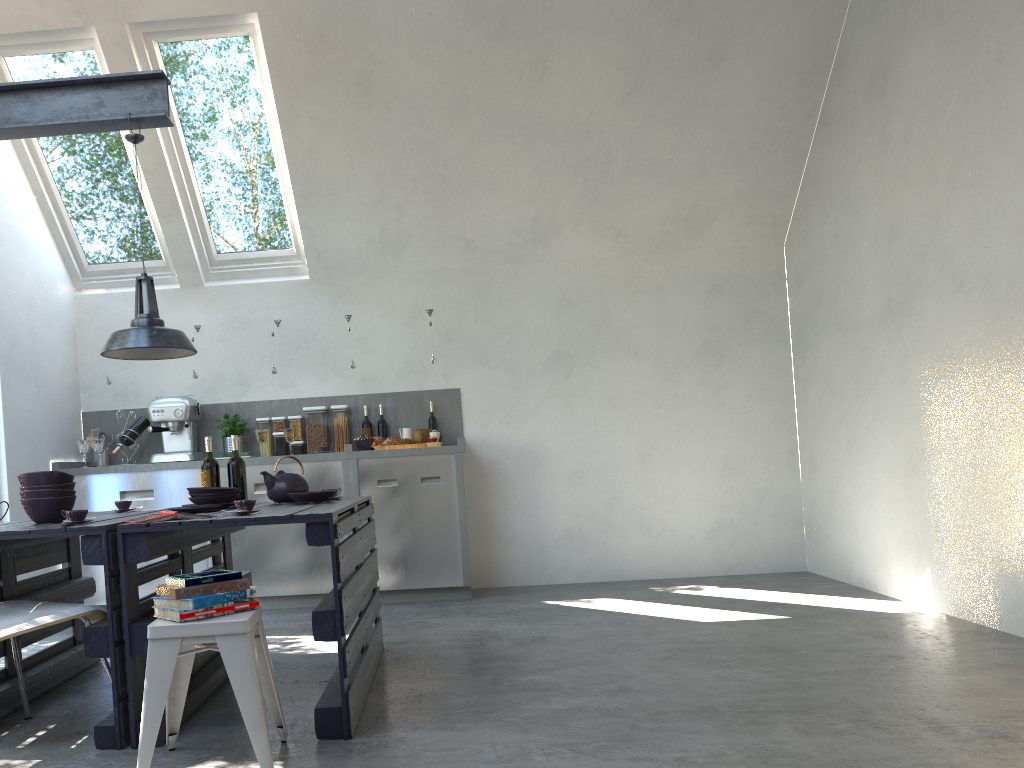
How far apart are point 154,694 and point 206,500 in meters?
1.4

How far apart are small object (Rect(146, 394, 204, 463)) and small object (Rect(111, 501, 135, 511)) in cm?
185

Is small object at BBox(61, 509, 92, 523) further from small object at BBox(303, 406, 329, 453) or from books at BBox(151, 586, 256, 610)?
small object at BBox(303, 406, 329, 453)

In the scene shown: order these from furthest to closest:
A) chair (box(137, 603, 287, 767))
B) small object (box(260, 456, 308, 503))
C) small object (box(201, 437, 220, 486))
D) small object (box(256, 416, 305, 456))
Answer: small object (box(256, 416, 305, 456)) → small object (box(201, 437, 220, 486)) → small object (box(260, 456, 308, 503)) → chair (box(137, 603, 287, 767))

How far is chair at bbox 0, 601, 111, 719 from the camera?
2.8m

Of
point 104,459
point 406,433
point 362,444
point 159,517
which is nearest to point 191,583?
point 159,517

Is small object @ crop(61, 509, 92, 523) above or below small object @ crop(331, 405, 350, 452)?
below

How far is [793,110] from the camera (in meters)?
5.95

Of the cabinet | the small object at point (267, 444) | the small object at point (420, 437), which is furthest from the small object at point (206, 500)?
the small object at point (267, 444)

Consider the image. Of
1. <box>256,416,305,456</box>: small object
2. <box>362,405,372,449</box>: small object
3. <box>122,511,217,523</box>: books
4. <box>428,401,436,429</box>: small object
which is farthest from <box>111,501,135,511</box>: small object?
<box>428,401,436,429</box>: small object
